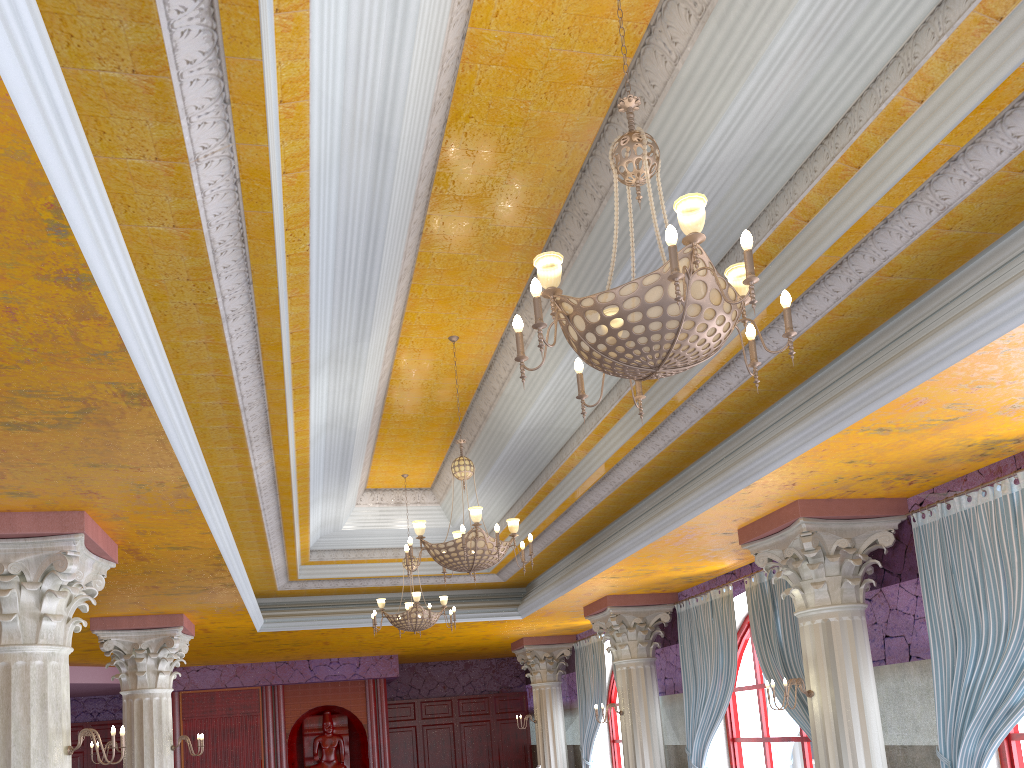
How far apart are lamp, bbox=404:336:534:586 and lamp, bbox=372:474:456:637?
3.0m

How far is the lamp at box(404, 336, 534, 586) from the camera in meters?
6.8 m

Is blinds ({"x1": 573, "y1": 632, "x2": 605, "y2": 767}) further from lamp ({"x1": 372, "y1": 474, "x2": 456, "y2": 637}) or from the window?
lamp ({"x1": 372, "y1": 474, "x2": 456, "y2": 637})

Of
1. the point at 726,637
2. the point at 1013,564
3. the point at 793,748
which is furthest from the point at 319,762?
the point at 1013,564

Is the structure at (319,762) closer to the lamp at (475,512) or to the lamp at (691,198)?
the lamp at (475,512)

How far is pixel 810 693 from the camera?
7.1m

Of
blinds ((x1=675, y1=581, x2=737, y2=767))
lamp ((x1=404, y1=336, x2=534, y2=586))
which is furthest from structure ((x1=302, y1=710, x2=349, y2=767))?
lamp ((x1=404, y1=336, x2=534, y2=586))

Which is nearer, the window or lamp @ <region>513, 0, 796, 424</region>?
lamp @ <region>513, 0, 796, 424</region>

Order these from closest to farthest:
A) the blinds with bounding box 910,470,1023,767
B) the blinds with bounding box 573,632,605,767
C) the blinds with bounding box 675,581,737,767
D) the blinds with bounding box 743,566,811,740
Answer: the blinds with bounding box 910,470,1023,767 < the blinds with bounding box 743,566,811,740 < the blinds with bounding box 675,581,737,767 < the blinds with bounding box 573,632,605,767

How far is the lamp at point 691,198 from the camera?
3.2m
